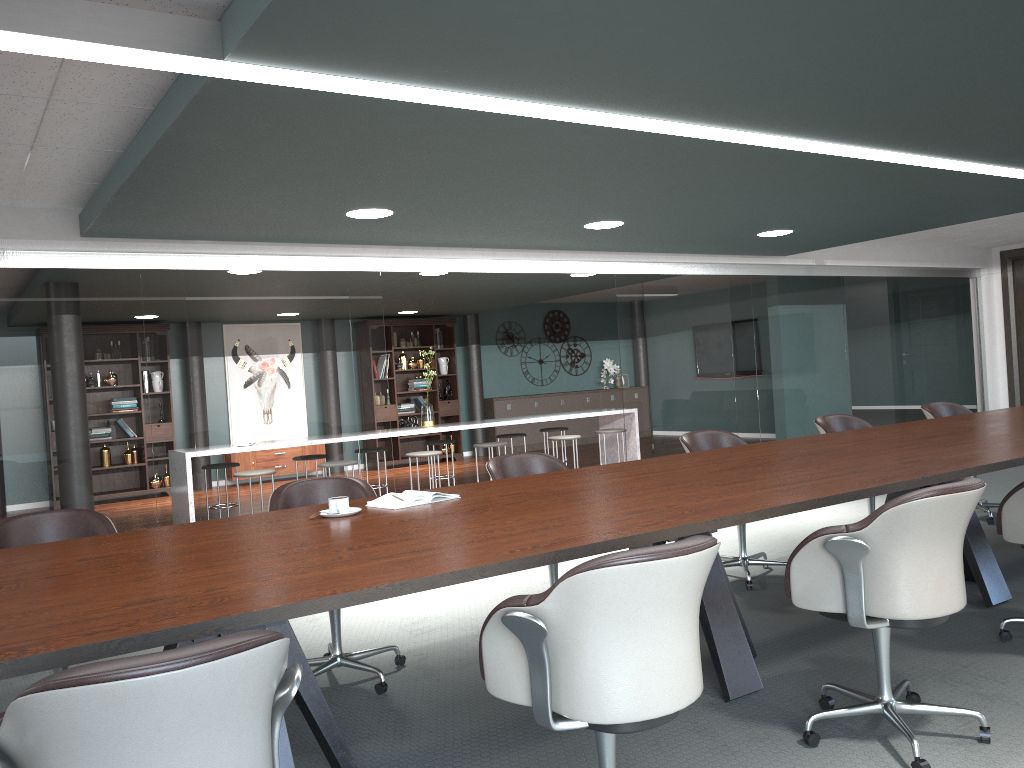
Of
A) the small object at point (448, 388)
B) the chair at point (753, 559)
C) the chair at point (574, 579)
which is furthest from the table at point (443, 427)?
the chair at point (574, 579)

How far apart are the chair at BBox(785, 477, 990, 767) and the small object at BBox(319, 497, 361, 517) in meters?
1.4

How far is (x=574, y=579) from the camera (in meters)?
1.78

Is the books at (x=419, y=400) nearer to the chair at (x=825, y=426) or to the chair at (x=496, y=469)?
the chair at (x=825, y=426)

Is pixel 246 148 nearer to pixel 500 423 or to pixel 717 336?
pixel 717 336

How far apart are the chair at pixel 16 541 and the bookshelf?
8.69m

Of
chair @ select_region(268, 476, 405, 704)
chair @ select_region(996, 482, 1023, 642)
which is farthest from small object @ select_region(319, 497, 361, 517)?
chair @ select_region(996, 482, 1023, 642)

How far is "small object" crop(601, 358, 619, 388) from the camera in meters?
14.0

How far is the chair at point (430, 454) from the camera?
7.6 meters

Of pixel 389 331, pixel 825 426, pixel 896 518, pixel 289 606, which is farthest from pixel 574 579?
pixel 389 331
